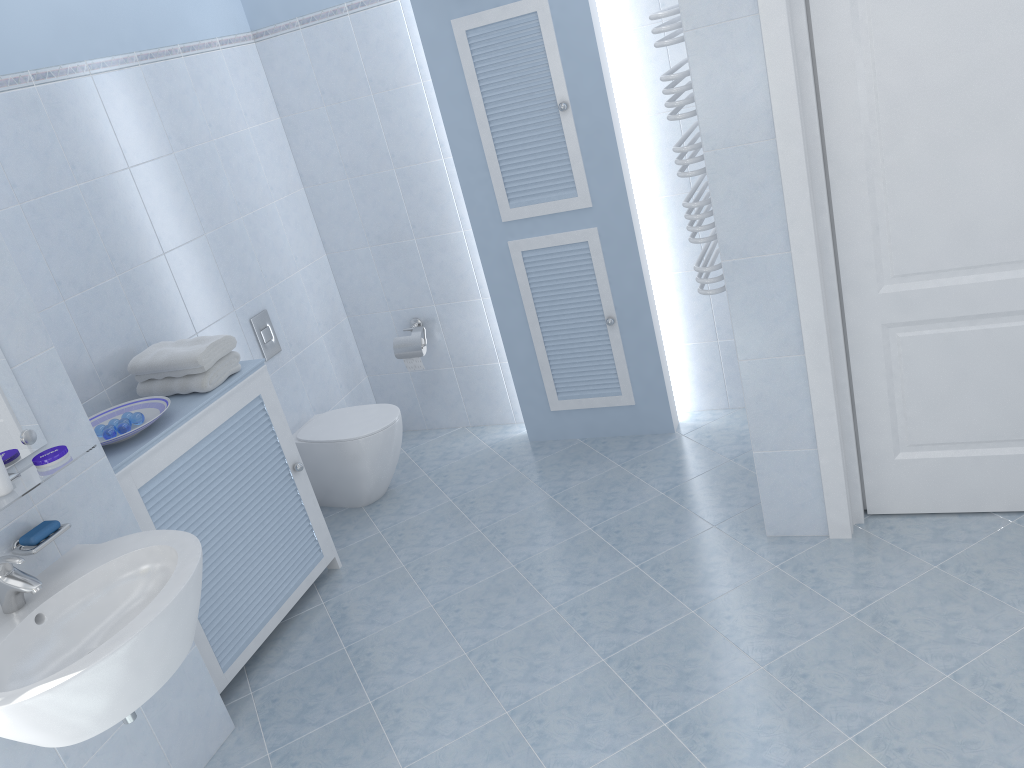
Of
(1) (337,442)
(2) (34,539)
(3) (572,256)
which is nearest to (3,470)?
(2) (34,539)

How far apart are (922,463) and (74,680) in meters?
2.5

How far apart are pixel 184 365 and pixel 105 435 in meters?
0.4

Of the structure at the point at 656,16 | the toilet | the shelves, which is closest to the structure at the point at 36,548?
the shelves

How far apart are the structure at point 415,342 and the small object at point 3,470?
2.3m

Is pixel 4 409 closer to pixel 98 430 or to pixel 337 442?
pixel 98 430

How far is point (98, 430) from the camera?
2.8 meters

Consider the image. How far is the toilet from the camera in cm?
380

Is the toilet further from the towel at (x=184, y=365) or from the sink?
the sink

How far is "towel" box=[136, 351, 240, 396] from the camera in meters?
3.0
